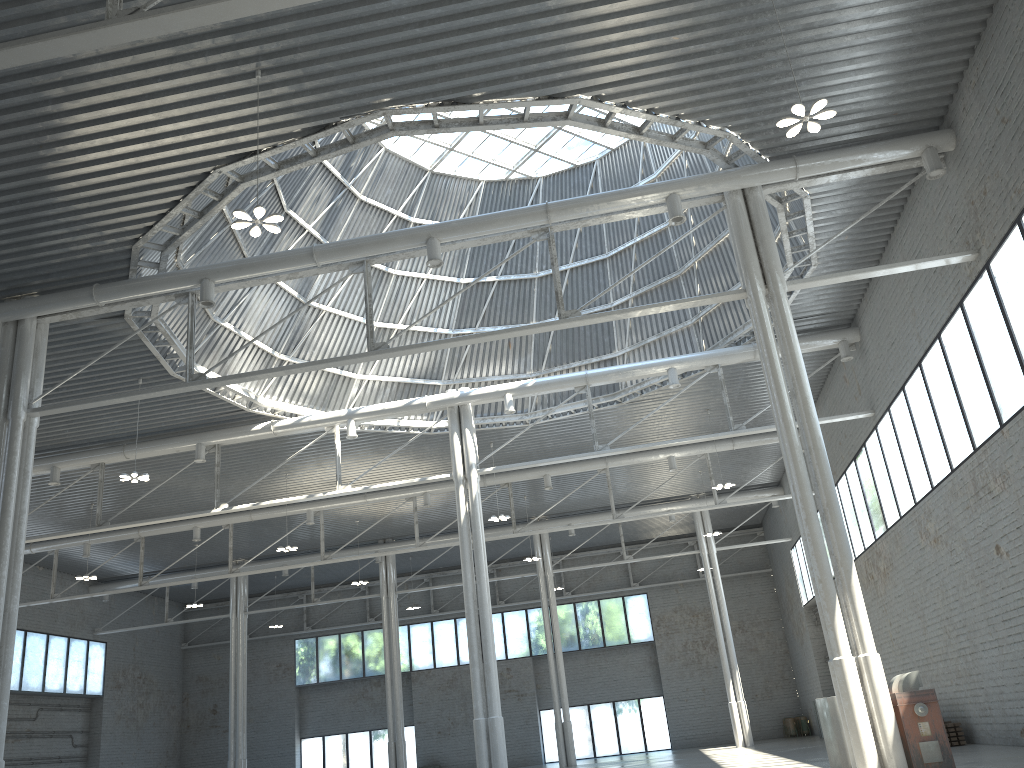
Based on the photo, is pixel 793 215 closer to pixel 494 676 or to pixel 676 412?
pixel 676 412

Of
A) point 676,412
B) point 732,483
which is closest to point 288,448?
point 676,412

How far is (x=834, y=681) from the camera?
20.6 meters
